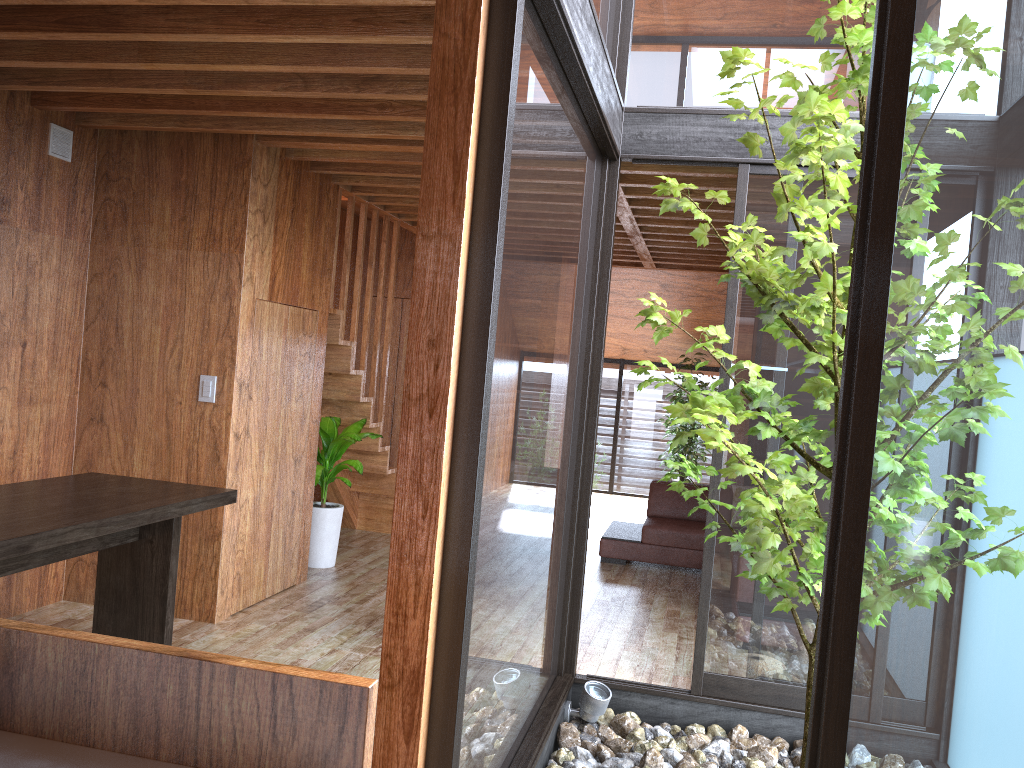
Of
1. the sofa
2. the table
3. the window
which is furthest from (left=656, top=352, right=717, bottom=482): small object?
the table

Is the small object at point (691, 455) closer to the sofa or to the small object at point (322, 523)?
the sofa

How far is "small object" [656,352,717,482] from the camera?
9.3m

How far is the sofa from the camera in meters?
6.2 m

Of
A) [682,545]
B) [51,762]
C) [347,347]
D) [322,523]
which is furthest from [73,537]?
[682,545]

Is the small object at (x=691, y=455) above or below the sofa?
above

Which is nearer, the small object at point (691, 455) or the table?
the table

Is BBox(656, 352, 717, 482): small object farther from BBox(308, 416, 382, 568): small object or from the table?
the table

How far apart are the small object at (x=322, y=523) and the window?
1.98m

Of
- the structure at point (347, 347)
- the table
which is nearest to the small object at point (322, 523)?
the structure at point (347, 347)
